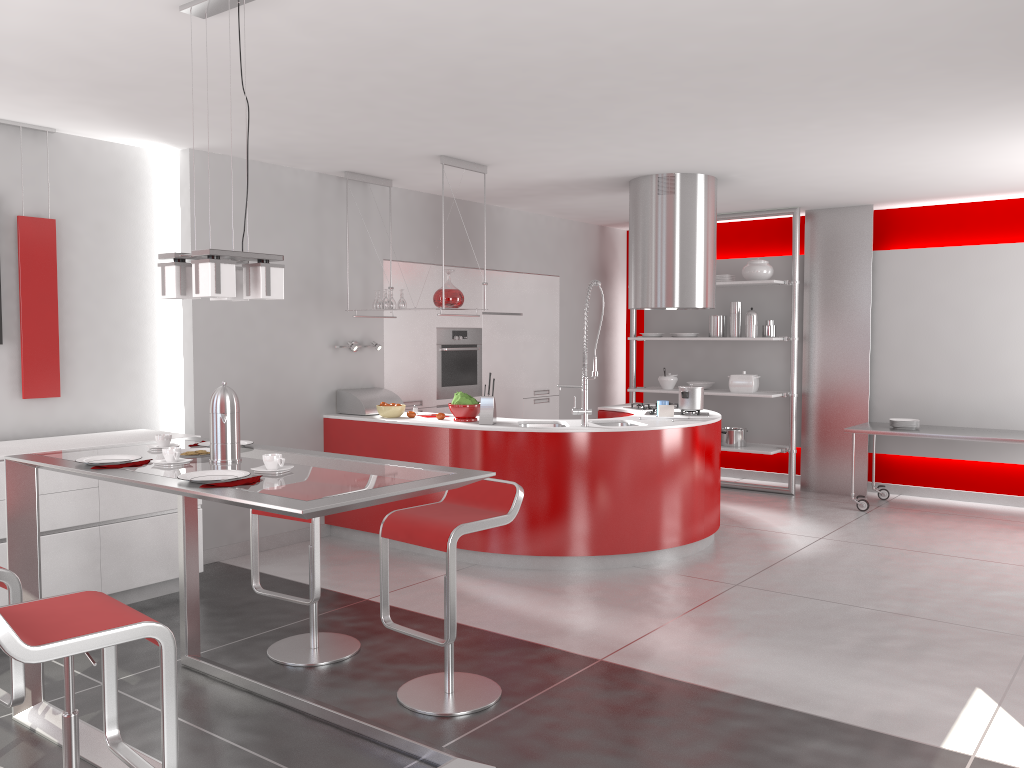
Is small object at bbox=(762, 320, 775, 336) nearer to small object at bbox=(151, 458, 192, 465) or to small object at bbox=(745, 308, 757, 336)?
small object at bbox=(745, 308, 757, 336)

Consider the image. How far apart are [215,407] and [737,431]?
6.03m

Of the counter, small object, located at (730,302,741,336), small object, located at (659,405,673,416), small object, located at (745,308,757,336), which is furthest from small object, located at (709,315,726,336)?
small object, located at (659,405,673,416)

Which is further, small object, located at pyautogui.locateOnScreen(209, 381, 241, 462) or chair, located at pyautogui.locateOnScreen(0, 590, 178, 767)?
small object, located at pyautogui.locateOnScreen(209, 381, 241, 462)

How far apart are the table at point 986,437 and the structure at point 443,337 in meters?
3.1

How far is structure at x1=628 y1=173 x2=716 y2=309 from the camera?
6.3 meters

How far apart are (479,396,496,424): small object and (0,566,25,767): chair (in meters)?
3.21

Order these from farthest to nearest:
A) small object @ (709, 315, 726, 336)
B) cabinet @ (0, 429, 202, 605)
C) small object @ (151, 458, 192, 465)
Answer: small object @ (709, 315, 726, 336) < cabinet @ (0, 429, 202, 605) < small object @ (151, 458, 192, 465)

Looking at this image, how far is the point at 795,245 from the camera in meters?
7.9 m

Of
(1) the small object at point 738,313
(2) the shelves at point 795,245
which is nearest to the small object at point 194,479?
(2) the shelves at point 795,245
